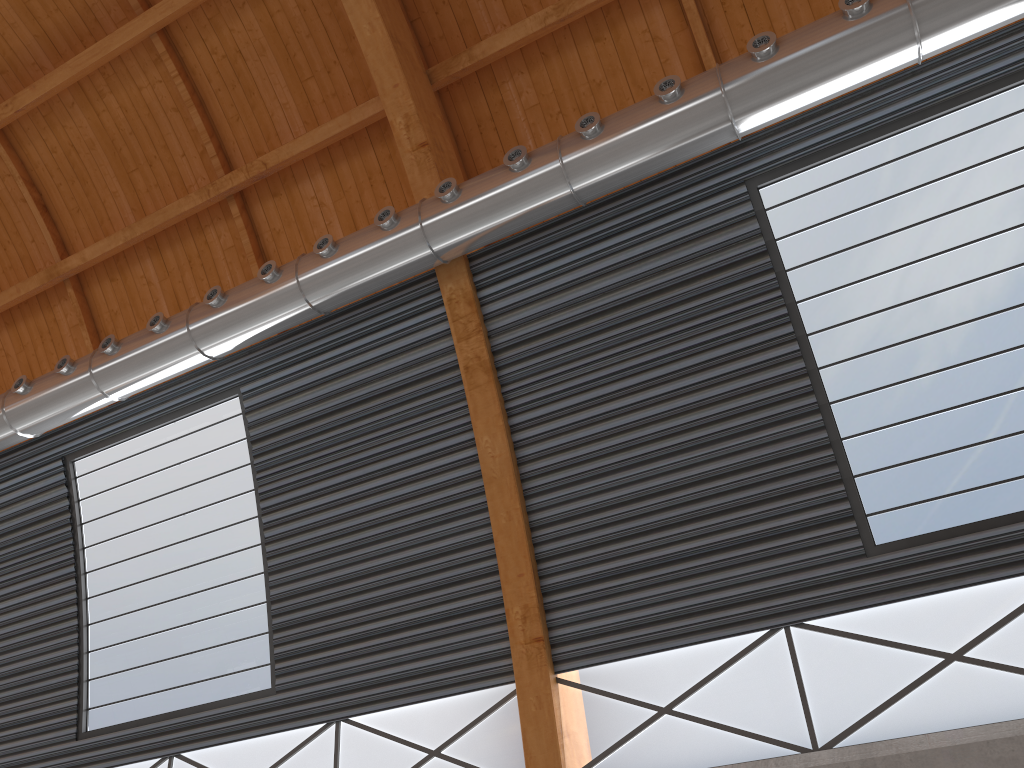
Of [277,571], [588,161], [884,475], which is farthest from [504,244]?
[277,571]
